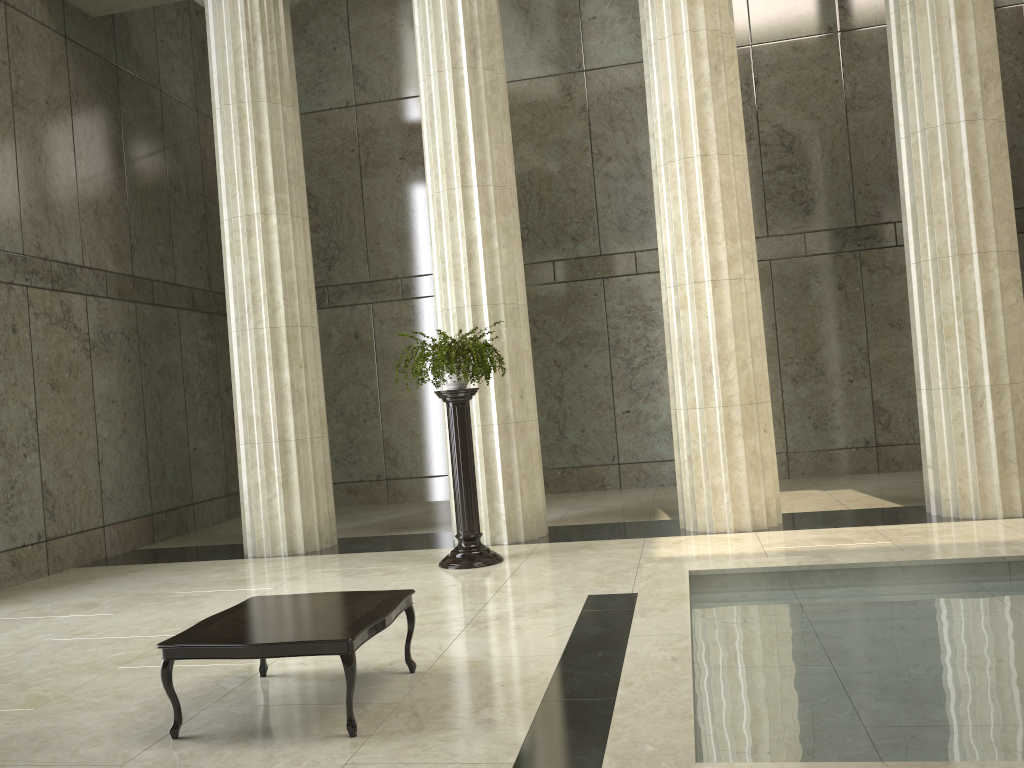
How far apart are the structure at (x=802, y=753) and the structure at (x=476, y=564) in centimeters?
262cm

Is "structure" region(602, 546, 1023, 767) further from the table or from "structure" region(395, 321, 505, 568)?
"structure" region(395, 321, 505, 568)

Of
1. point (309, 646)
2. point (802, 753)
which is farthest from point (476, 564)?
point (802, 753)

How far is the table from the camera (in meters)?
4.40

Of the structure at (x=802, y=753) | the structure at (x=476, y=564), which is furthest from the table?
the structure at (x=476, y=564)

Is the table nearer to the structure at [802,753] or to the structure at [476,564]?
the structure at [802,753]

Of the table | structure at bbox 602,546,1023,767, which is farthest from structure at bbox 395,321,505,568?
the table

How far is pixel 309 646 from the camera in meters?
4.4

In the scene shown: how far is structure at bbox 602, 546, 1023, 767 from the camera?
3.3 meters

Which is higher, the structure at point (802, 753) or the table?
the table
